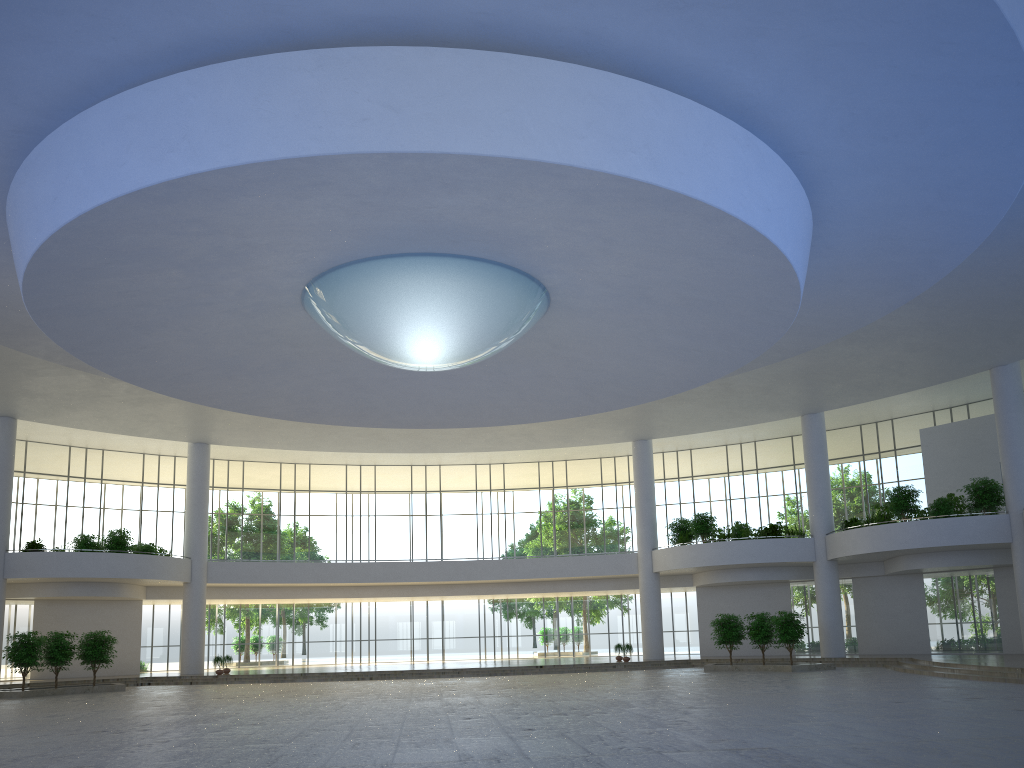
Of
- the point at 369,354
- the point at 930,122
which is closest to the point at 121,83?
the point at 369,354
